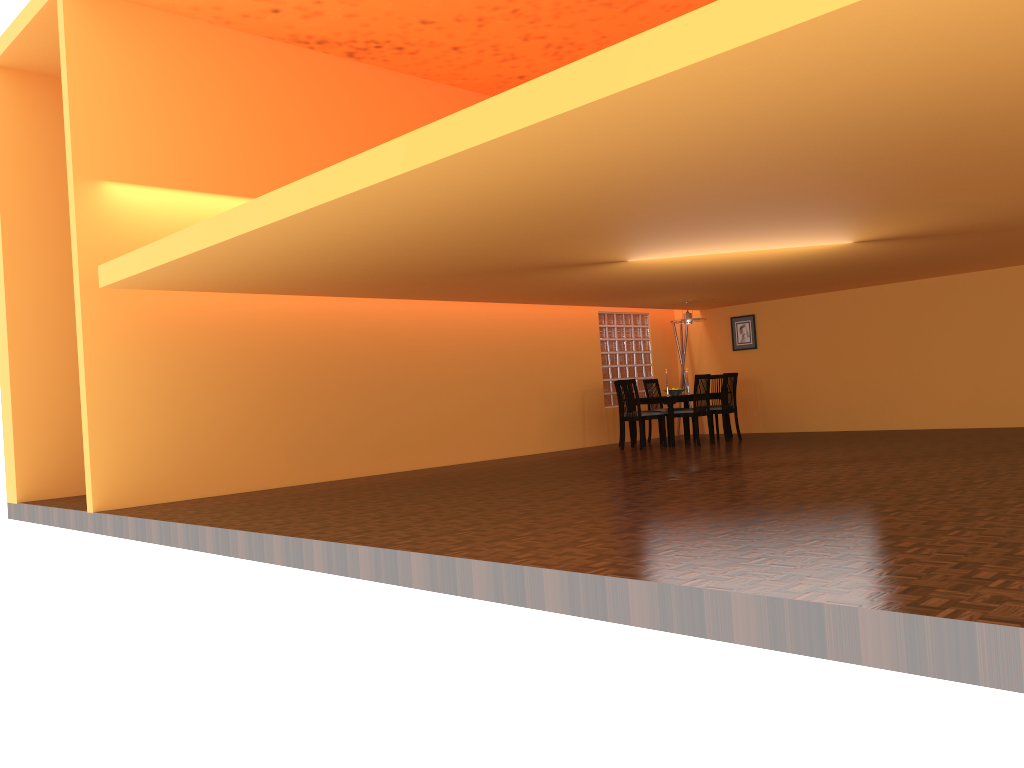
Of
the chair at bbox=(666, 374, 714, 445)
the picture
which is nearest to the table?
the chair at bbox=(666, 374, 714, 445)

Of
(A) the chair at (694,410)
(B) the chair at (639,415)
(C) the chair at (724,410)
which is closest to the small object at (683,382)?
(C) the chair at (724,410)

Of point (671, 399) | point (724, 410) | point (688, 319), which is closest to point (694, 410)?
point (671, 399)

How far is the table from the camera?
10.02m

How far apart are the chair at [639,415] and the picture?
2.3 meters

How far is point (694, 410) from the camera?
10.00m

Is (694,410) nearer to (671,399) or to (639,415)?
(671,399)

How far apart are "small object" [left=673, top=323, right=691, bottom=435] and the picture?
0.75m

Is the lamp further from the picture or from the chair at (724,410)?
the picture

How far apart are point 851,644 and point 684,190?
2.8 meters
